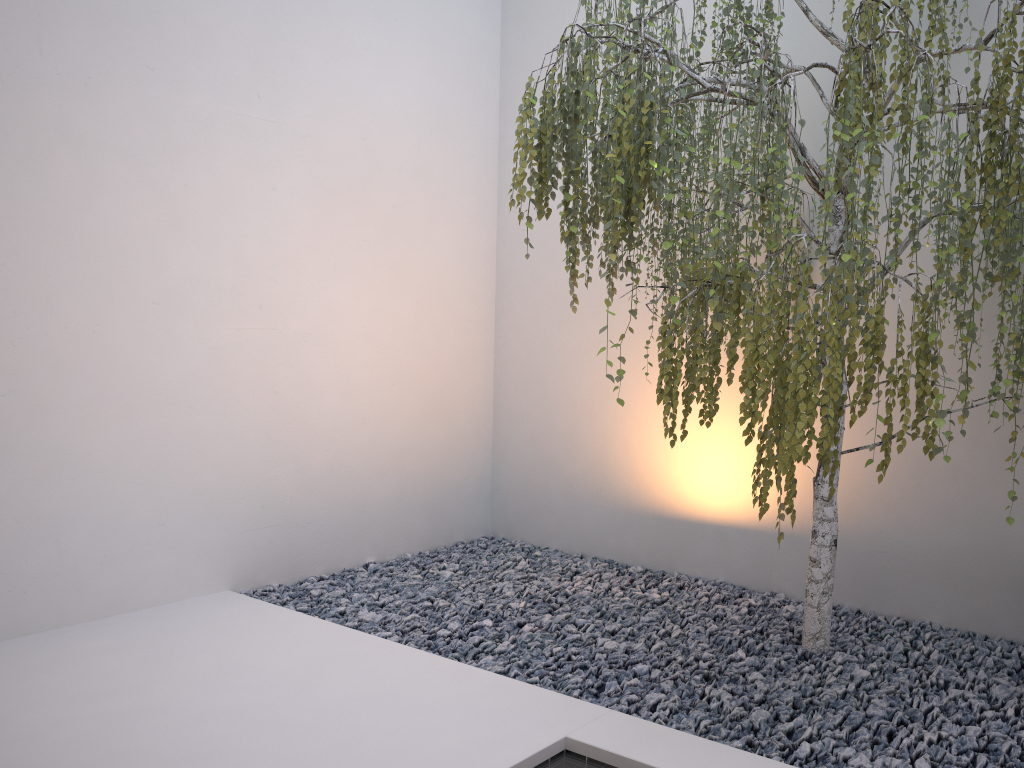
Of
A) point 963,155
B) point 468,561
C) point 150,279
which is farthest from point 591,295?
point 963,155

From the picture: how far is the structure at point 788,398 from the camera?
1.9m

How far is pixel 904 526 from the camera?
3.4m

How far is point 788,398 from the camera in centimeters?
195cm

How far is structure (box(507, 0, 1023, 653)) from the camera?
1.95m
